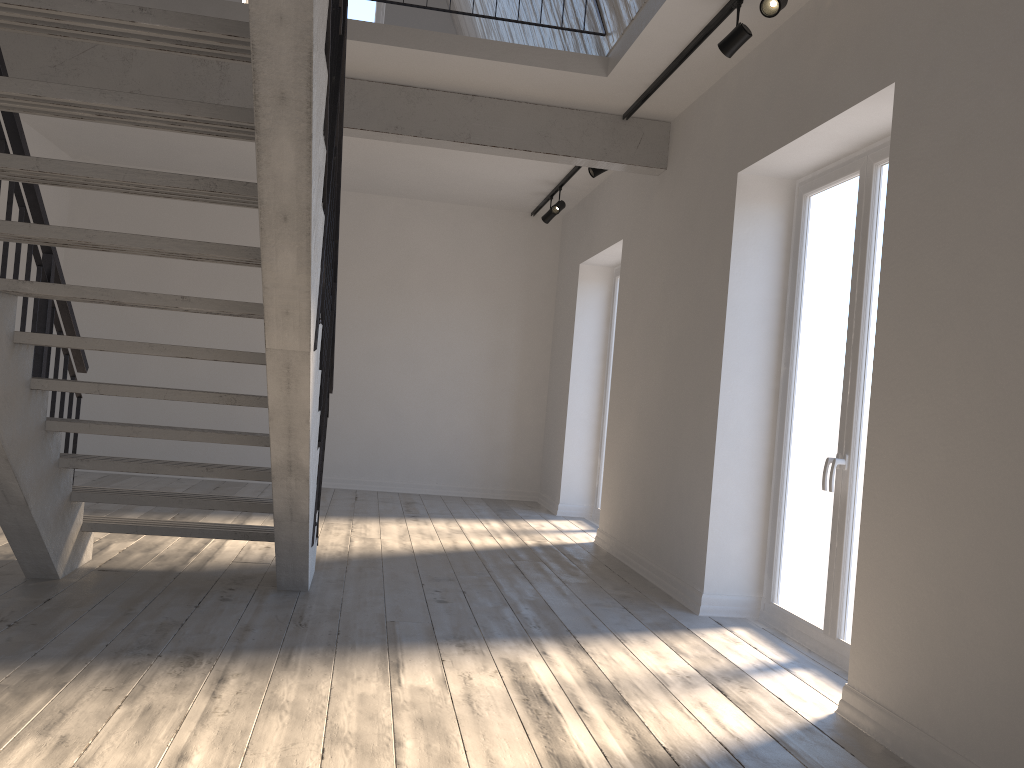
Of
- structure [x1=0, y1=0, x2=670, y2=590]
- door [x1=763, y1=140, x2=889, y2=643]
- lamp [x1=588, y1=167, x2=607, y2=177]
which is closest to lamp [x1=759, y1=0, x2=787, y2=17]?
door [x1=763, y1=140, x2=889, y2=643]

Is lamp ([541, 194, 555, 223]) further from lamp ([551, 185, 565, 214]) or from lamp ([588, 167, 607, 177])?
lamp ([588, 167, 607, 177])

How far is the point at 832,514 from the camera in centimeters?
408cm

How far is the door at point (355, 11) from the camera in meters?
9.1

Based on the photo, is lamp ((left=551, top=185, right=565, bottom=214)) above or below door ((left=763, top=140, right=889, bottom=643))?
above

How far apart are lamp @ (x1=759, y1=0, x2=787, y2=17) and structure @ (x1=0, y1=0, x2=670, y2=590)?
1.7m

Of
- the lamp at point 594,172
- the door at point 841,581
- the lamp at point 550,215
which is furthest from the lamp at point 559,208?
the door at point 841,581

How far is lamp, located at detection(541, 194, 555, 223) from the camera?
8.17m

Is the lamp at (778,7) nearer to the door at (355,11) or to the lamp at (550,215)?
the lamp at (550,215)

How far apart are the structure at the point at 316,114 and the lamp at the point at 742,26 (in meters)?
1.73
